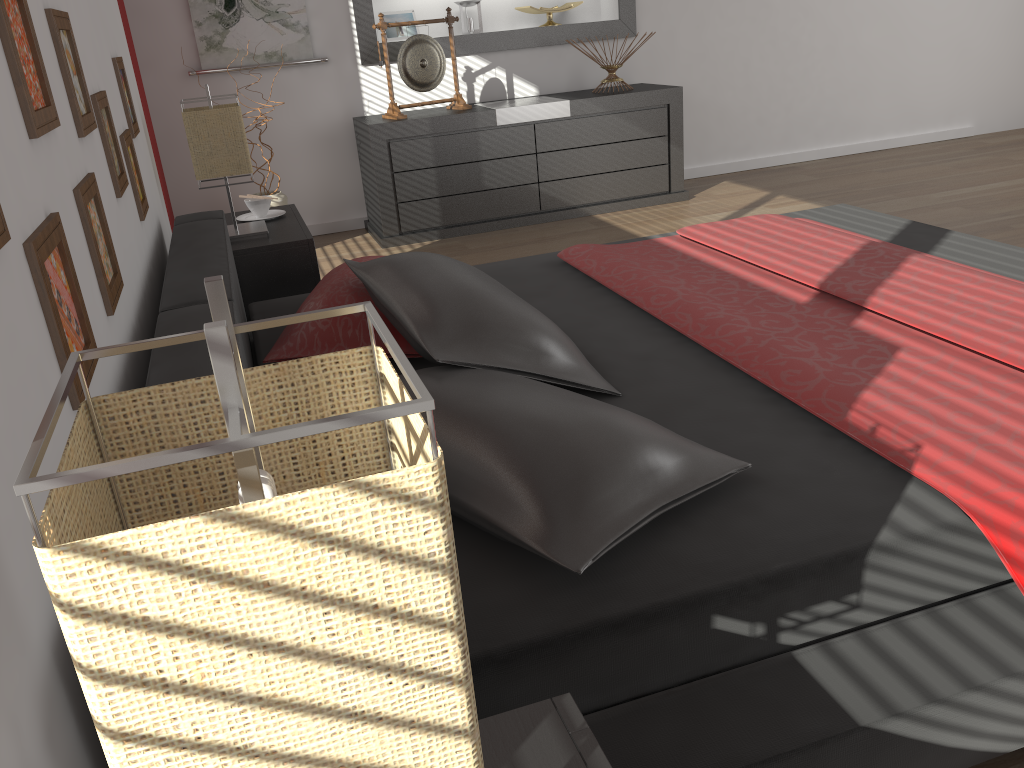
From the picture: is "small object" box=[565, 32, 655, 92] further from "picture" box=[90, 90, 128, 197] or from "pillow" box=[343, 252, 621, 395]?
"picture" box=[90, 90, 128, 197]

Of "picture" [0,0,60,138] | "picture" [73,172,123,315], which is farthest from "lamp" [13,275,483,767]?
"picture" [73,172,123,315]

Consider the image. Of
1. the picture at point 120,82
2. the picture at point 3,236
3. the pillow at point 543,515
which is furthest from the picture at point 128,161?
the picture at point 3,236

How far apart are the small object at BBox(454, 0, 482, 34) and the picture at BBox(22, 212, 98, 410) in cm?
418

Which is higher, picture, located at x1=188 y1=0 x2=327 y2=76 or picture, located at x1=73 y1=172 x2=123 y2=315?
picture, located at x1=188 y1=0 x2=327 y2=76

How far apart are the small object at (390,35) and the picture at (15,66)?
3.82m

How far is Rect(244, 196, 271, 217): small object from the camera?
3.2m

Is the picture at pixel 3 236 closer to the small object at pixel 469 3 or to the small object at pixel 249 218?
the small object at pixel 249 218

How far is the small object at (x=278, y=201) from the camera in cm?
435

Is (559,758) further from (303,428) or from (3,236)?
(3,236)
